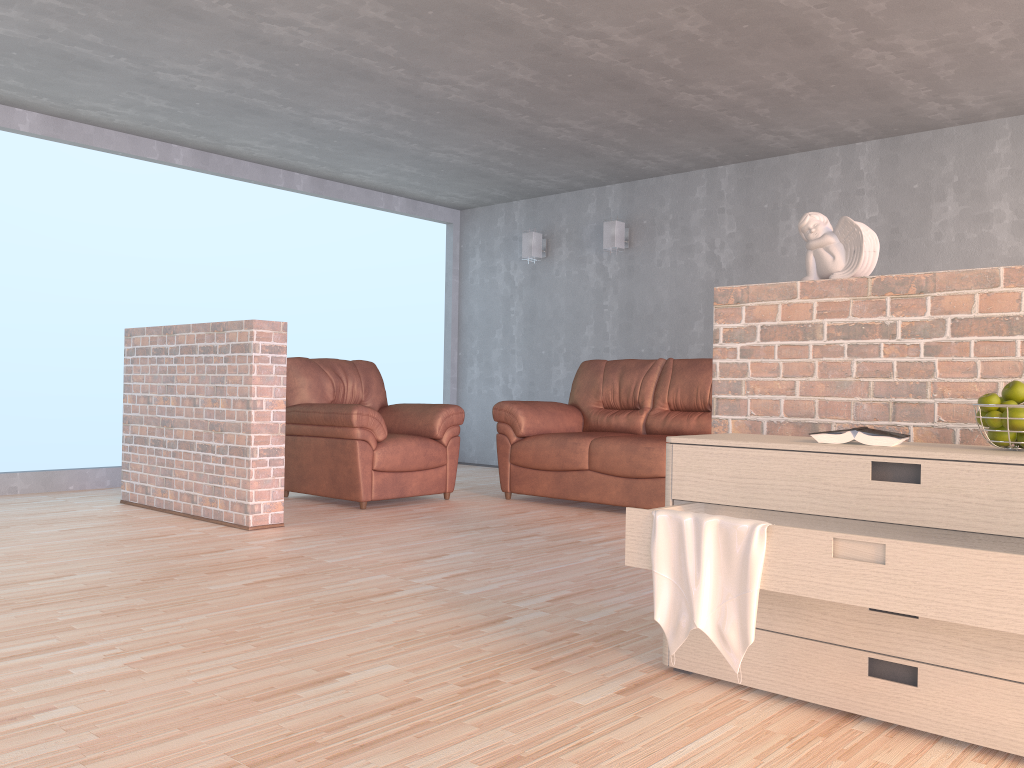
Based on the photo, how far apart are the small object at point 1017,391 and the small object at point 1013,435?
0.08m

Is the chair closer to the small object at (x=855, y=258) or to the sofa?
the sofa

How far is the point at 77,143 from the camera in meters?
6.0 m

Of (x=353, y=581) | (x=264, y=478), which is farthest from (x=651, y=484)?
(x=353, y=581)

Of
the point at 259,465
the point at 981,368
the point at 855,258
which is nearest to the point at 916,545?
the point at 981,368

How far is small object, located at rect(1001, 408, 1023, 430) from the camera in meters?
1.9

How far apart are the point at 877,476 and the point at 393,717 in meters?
1.2 m

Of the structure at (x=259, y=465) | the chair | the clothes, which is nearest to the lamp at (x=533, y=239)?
the chair

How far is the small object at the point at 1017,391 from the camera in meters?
2.0

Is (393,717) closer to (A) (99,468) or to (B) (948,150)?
(A) (99,468)
